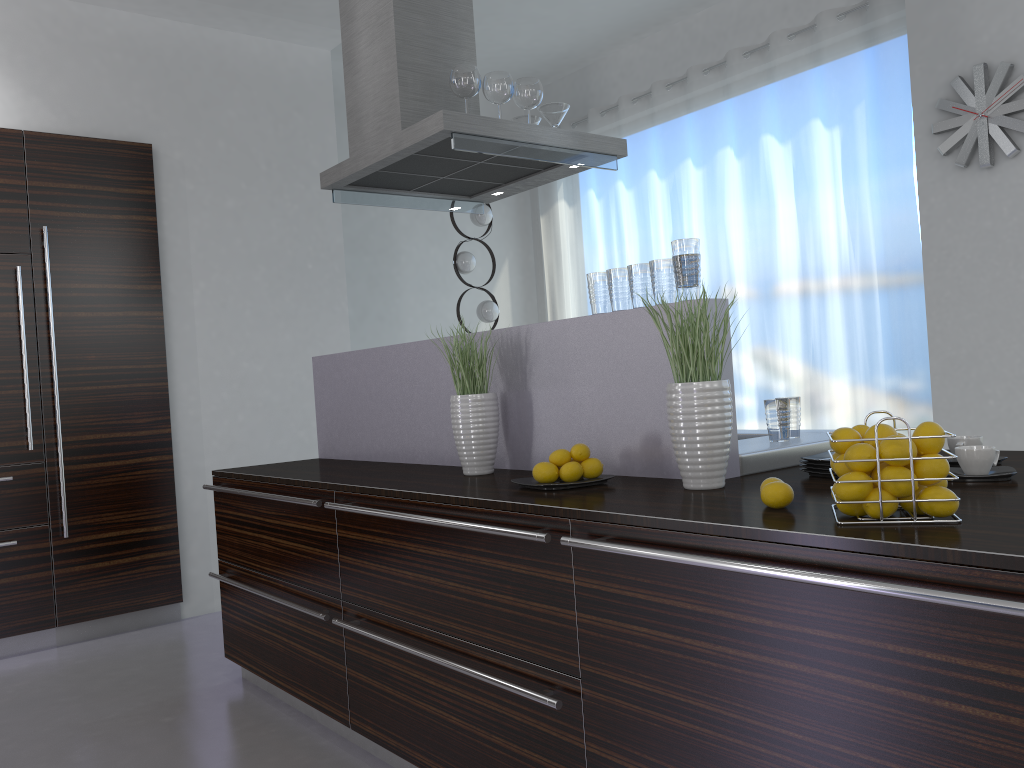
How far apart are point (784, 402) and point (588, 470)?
0.63m

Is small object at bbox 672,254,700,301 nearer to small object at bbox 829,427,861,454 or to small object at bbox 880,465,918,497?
small object at bbox 829,427,861,454

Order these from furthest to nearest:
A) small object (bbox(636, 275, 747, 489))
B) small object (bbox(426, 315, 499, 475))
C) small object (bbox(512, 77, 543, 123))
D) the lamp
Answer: the lamp → small object (bbox(512, 77, 543, 123)) → small object (bbox(426, 315, 499, 475)) → small object (bbox(636, 275, 747, 489))

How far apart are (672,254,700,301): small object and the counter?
0.1 meters

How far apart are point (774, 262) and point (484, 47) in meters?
2.6 m

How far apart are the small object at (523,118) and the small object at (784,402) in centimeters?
192cm

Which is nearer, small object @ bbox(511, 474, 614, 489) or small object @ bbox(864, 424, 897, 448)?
small object @ bbox(864, 424, 897, 448)

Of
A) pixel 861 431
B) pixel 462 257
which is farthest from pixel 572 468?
pixel 462 257

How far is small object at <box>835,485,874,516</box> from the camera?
1.5 meters

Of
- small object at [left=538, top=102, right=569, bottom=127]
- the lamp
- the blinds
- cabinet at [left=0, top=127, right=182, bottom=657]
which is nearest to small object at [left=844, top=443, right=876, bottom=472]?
small object at [left=538, top=102, right=569, bottom=127]
